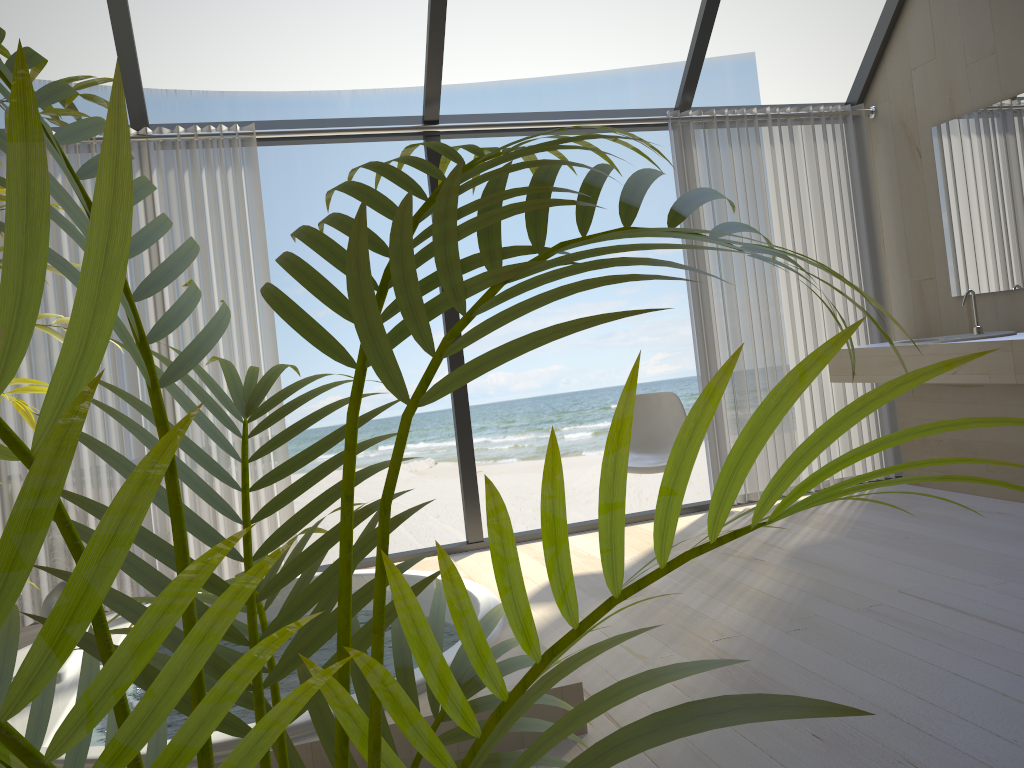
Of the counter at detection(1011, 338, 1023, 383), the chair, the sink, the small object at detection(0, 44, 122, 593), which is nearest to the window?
the chair

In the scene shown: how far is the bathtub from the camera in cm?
202

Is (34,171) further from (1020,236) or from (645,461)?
(1020,236)

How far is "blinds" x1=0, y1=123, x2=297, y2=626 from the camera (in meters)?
3.76

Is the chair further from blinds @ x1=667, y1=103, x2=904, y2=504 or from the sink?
the sink

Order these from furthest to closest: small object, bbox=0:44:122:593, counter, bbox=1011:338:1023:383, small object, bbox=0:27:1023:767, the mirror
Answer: the mirror, counter, bbox=1011:338:1023:383, small object, bbox=0:44:122:593, small object, bbox=0:27:1023:767

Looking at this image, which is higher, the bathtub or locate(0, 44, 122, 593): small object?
locate(0, 44, 122, 593): small object

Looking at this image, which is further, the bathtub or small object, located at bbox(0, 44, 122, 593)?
the bathtub

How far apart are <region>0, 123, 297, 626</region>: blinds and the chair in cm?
155

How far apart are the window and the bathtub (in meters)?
0.59
